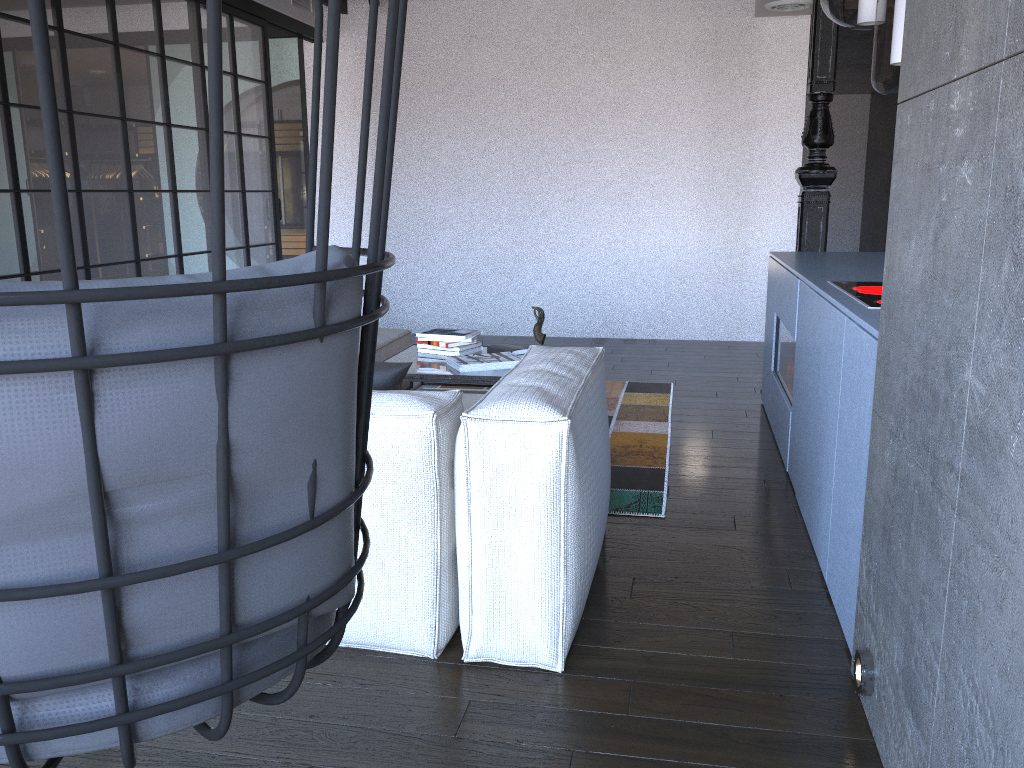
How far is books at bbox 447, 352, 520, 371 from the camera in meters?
3.9 m

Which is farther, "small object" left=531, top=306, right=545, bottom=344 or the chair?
"small object" left=531, top=306, right=545, bottom=344

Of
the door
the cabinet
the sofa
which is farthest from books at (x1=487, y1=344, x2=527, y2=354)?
the door

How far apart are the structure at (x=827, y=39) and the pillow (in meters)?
3.20

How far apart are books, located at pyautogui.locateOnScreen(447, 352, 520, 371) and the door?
4.07m

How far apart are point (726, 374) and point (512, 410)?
Answer: 3.9 meters

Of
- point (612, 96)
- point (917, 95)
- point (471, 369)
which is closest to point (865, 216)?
point (612, 96)

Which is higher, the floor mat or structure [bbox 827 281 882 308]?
structure [bbox 827 281 882 308]

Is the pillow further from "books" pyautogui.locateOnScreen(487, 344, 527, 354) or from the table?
"books" pyautogui.locateOnScreen(487, 344, 527, 354)

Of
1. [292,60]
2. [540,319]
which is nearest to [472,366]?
[540,319]
